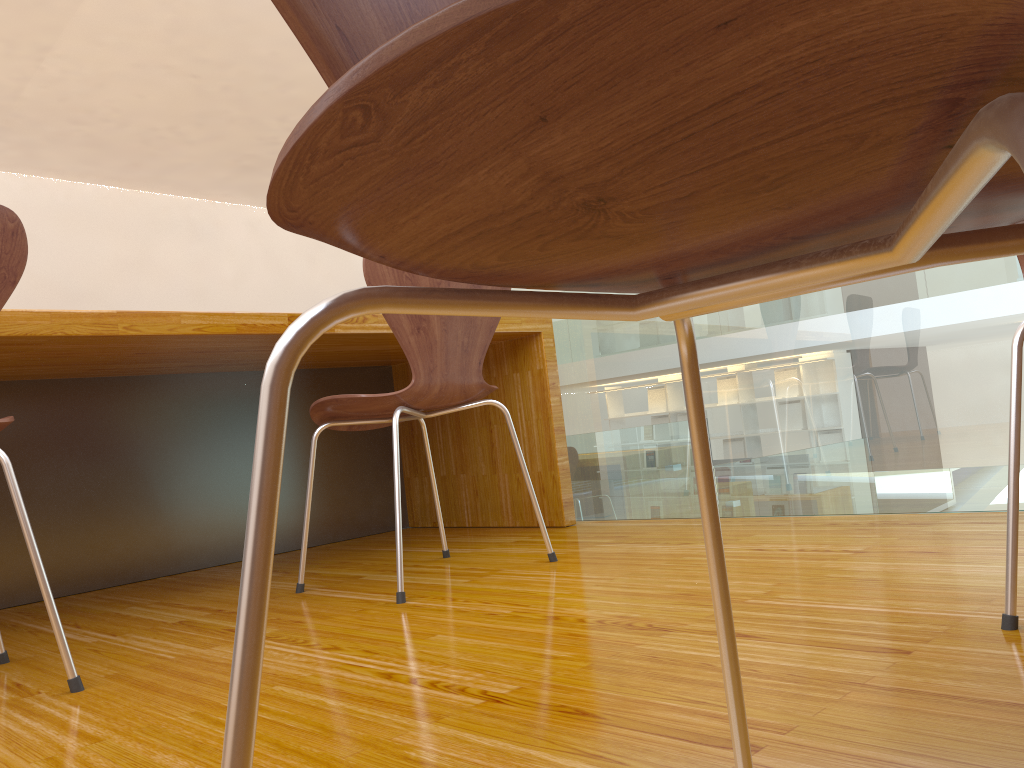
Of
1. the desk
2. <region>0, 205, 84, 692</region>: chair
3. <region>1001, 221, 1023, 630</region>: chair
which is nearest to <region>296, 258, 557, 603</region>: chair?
the desk

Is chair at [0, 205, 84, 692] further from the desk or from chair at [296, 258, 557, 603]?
chair at [296, 258, 557, 603]

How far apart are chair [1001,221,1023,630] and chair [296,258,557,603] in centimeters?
98cm

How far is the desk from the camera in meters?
2.0 m

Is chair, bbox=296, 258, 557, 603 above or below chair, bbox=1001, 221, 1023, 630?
above

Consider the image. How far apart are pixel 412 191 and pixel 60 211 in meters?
8.5

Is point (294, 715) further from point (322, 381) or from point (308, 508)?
point (322, 381)

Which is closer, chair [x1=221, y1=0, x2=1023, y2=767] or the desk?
chair [x1=221, y1=0, x2=1023, y2=767]

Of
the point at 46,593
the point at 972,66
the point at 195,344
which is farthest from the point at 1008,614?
the point at 195,344

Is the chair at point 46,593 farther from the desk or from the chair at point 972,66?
the chair at point 972,66
